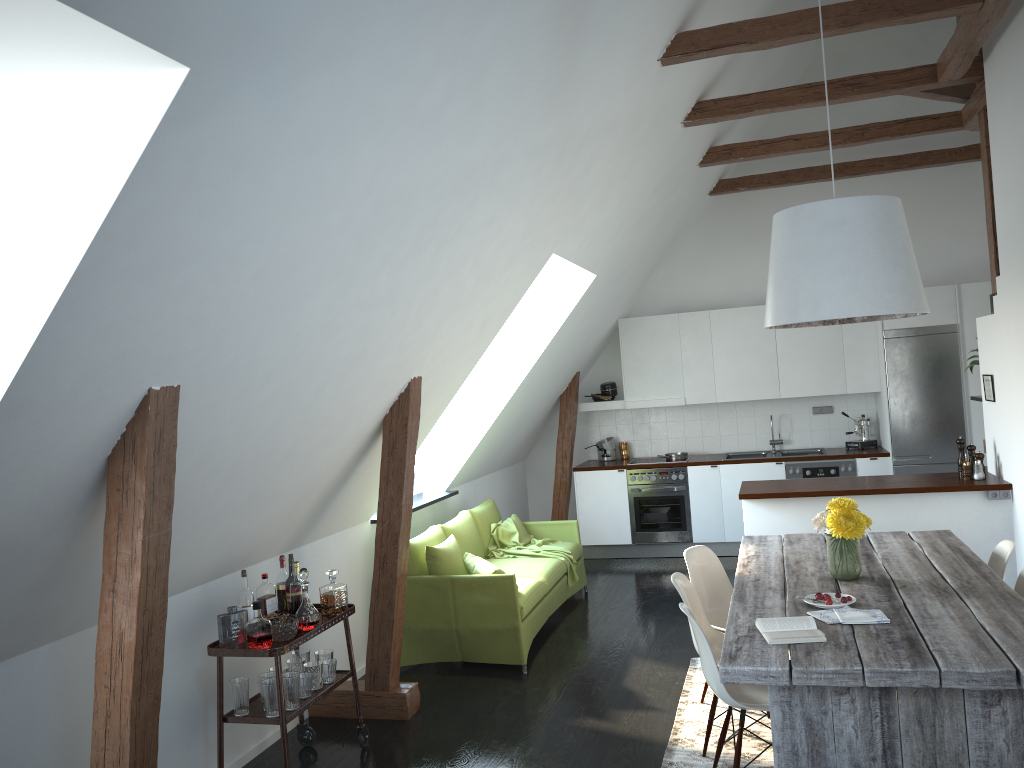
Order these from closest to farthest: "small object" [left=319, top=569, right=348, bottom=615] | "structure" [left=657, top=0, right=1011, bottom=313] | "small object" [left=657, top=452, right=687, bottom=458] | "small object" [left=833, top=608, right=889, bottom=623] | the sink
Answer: "small object" [left=833, top=608, right=889, bottom=623] < "small object" [left=319, top=569, right=348, bottom=615] < "structure" [left=657, top=0, right=1011, bottom=313] < the sink < "small object" [left=657, top=452, right=687, bottom=458]

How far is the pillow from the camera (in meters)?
5.68

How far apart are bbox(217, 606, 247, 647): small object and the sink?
5.86m

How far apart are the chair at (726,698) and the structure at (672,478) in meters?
4.7

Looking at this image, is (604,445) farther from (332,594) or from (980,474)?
(332,594)

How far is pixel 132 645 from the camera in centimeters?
282cm

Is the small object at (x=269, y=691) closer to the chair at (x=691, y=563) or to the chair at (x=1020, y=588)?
the chair at (x=691, y=563)

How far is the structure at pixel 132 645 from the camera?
2.82m

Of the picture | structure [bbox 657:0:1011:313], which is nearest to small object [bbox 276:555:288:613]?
structure [bbox 657:0:1011:313]

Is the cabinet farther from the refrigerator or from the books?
the books
